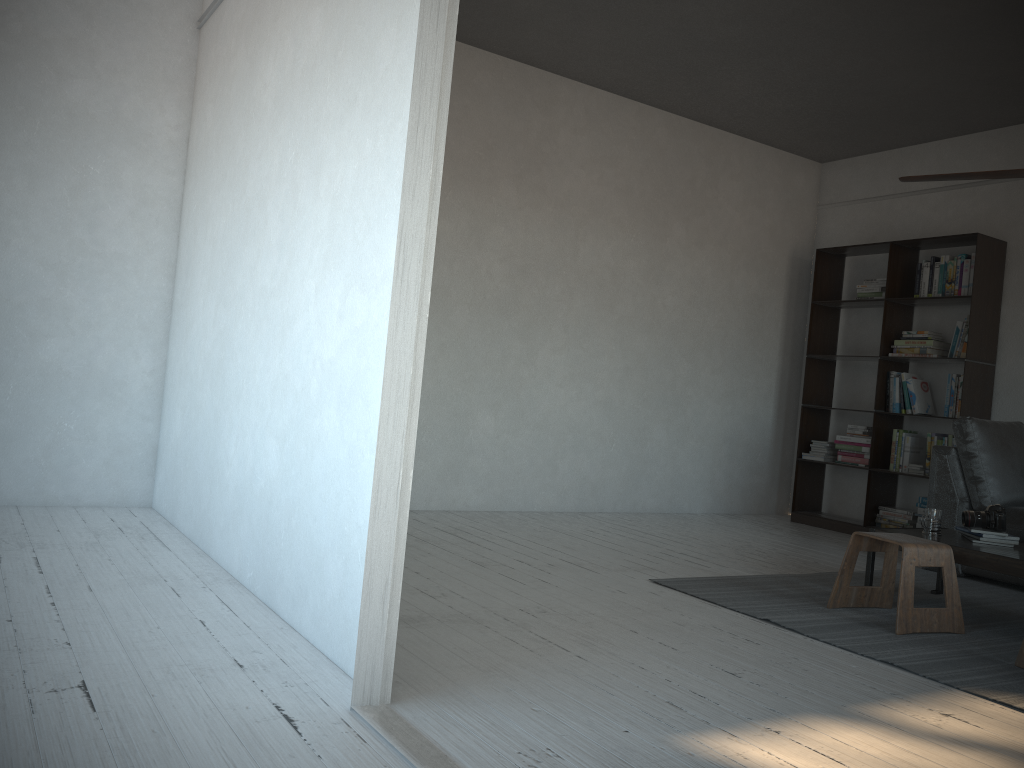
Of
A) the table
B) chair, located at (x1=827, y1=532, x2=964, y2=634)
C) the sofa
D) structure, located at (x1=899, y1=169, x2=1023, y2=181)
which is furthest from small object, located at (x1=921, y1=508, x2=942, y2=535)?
structure, located at (x1=899, y1=169, x2=1023, y2=181)

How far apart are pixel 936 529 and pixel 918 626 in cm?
73

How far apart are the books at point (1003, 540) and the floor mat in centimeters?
33cm

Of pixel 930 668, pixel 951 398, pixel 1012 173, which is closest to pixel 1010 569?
pixel 930 668

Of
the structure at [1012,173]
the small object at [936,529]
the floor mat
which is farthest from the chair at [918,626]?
the structure at [1012,173]

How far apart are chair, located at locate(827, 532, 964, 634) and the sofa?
1.2m

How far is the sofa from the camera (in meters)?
4.78

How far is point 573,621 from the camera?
3.1 meters

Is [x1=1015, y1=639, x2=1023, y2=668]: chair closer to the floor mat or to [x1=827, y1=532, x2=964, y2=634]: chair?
the floor mat

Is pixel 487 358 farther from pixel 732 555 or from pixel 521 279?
pixel 732 555
